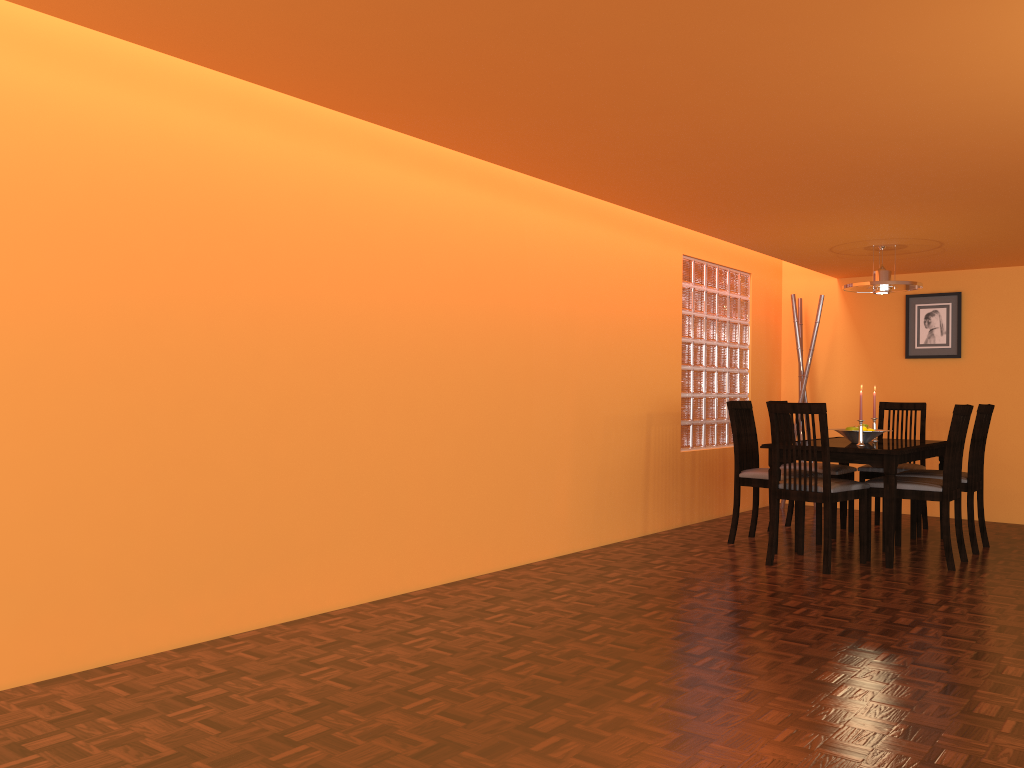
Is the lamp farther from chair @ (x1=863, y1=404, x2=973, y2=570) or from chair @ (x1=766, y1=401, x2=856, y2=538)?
chair @ (x1=766, y1=401, x2=856, y2=538)

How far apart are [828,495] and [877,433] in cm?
86

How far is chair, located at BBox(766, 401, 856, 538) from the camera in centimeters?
516cm

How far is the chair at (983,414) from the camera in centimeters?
474cm

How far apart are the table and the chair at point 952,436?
0.10m

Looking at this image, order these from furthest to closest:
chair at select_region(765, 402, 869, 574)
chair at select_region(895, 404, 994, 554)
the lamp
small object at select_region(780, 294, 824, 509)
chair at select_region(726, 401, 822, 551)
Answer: small object at select_region(780, 294, 824, 509) → the lamp → chair at select_region(726, 401, 822, 551) → chair at select_region(895, 404, 994, 554) → chair at select_region(765, 402, 869, 574)

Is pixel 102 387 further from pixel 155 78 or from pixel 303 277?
pixel 155 78

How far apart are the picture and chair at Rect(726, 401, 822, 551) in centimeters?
184cm

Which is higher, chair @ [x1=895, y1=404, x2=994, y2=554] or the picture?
the picture

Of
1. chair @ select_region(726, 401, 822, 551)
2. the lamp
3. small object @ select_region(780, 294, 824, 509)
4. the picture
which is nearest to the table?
chair @ select_region(726, 401, 822, 551)
